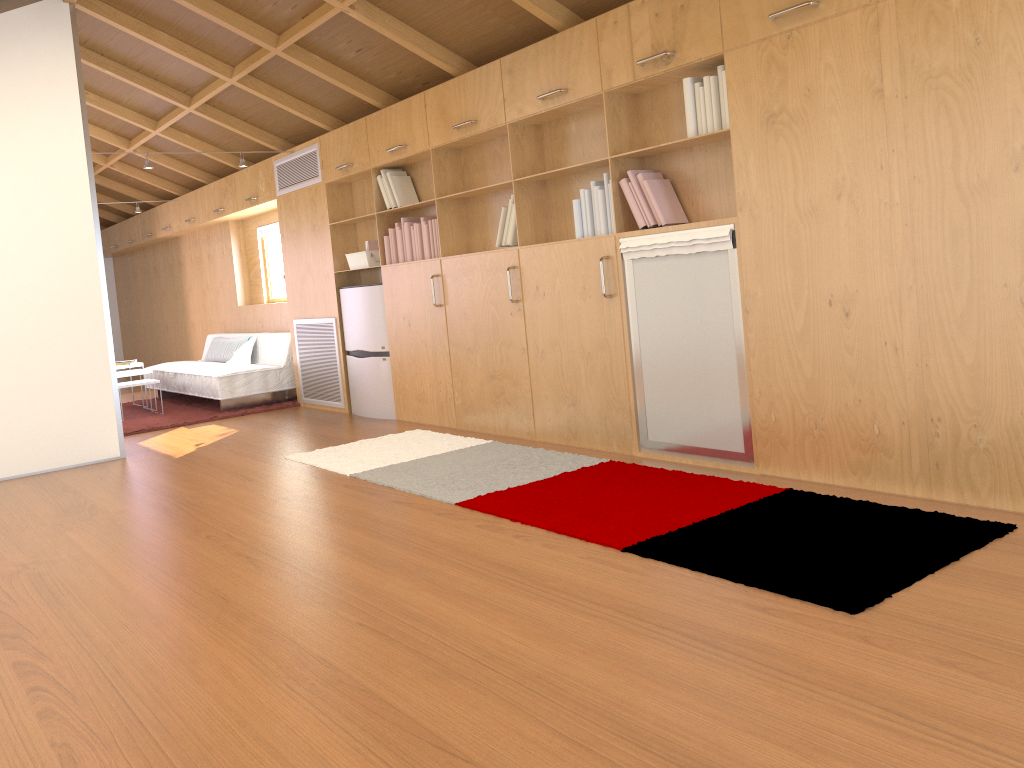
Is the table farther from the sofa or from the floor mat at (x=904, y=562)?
the floor mat at (x=904, y=562)

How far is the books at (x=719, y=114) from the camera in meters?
3.8 m

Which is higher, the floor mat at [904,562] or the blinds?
the blinds

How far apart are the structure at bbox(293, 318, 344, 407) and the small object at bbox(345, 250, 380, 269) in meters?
0.6

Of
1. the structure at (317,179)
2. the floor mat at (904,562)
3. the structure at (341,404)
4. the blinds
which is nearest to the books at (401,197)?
the structure at (317,179)

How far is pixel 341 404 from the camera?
7.0m

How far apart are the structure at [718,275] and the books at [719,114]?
0.1 meters

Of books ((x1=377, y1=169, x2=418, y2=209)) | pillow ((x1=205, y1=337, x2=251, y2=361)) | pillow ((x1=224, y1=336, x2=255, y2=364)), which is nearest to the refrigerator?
books ((x1=377, y1=169, x2=418, y2=209))

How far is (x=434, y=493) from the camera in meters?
4.0

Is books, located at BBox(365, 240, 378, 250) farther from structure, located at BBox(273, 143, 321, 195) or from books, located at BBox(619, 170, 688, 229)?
books, located at BBox(619, 170, 688, 229)
